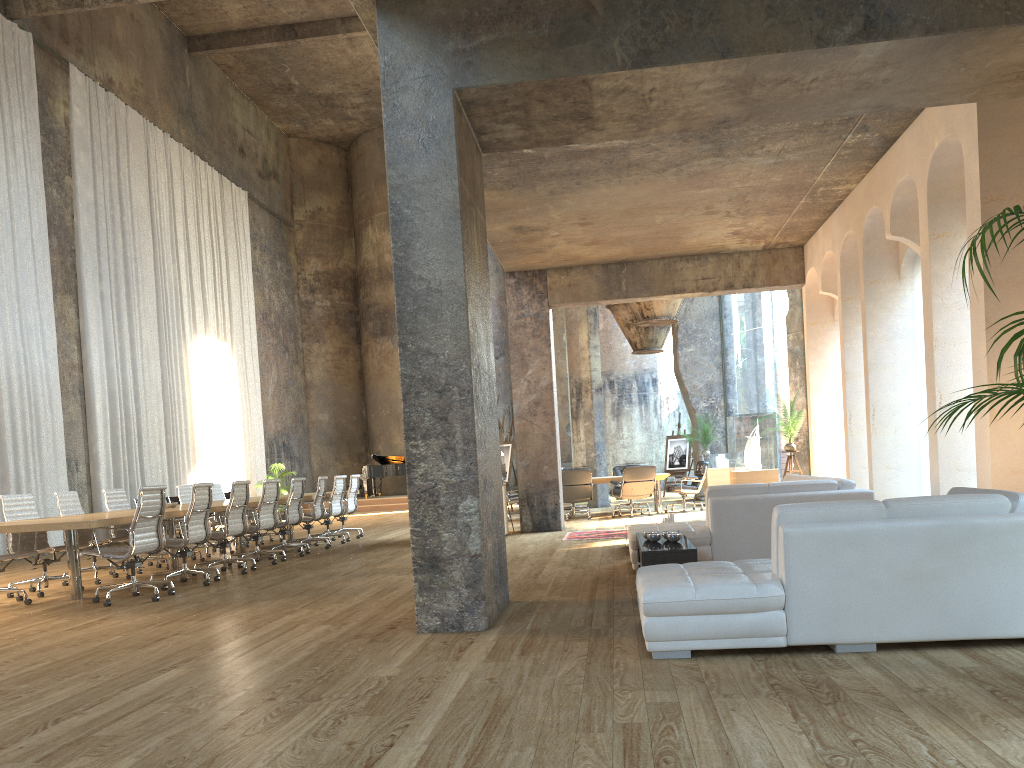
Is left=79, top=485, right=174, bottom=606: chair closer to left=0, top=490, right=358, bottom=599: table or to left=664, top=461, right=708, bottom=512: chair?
left=0, top=490, right=358, bottom=599: table

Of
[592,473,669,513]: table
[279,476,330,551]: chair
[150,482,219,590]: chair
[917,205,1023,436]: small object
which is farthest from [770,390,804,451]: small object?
[917,205,1023,436]: small object

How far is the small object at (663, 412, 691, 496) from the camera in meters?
21.8 m

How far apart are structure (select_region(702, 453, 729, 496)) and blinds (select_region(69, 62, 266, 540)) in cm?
1096

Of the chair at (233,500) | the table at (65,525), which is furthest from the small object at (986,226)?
the chair at (233,500)

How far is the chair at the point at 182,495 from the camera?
12.2 meters

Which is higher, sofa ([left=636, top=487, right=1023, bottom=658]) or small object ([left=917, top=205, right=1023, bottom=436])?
small object ([left=917, top=205, right=1023, bottom=436])

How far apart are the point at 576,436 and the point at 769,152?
18.3m

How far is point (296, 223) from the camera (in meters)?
28.07

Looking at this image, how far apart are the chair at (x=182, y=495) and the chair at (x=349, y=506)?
2.4 meters
